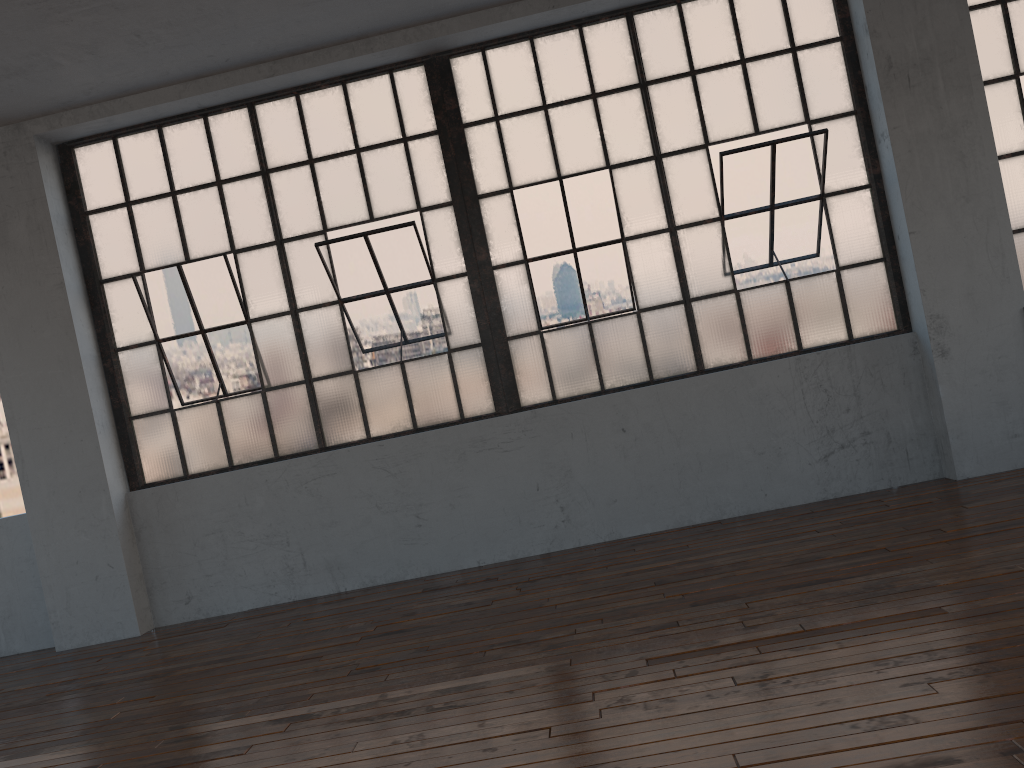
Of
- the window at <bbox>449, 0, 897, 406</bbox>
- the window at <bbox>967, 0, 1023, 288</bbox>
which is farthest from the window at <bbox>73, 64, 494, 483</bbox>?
the window at <bbox>967, 0, 1023, 288</bbox>

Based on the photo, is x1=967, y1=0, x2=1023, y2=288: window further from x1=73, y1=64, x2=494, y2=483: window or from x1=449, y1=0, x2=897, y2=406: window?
x1=73, y1=64, x2=494, y2=483: window

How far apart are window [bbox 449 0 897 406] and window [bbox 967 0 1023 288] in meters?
0.8 m

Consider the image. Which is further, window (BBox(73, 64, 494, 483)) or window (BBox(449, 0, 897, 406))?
window (BBox(73, 64, 494, 483))

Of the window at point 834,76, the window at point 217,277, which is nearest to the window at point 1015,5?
the window at point 834,76

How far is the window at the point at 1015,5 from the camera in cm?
529

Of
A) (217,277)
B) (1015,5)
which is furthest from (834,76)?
(217,277)

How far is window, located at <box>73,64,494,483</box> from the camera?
5.58m

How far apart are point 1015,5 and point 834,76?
1.12m

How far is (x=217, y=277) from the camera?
5.6m
